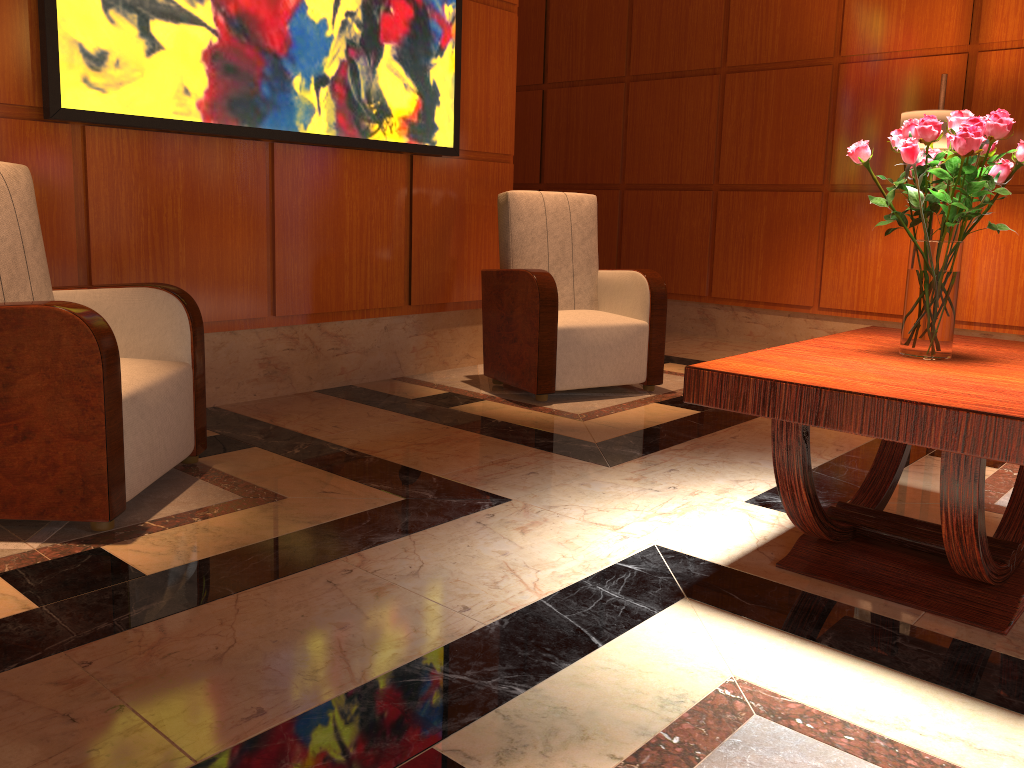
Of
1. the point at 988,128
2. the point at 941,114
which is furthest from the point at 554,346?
the point at 941,114

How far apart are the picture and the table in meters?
2.4

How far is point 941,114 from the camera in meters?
4.5

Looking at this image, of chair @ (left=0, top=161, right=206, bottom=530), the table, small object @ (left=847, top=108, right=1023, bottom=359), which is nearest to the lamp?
the table

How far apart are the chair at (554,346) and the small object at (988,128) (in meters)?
1.90

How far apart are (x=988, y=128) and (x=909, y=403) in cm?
76

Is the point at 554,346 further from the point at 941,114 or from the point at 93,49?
the point at 941,114

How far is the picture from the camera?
3.1m

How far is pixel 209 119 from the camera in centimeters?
346cm

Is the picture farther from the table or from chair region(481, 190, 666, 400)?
the table
